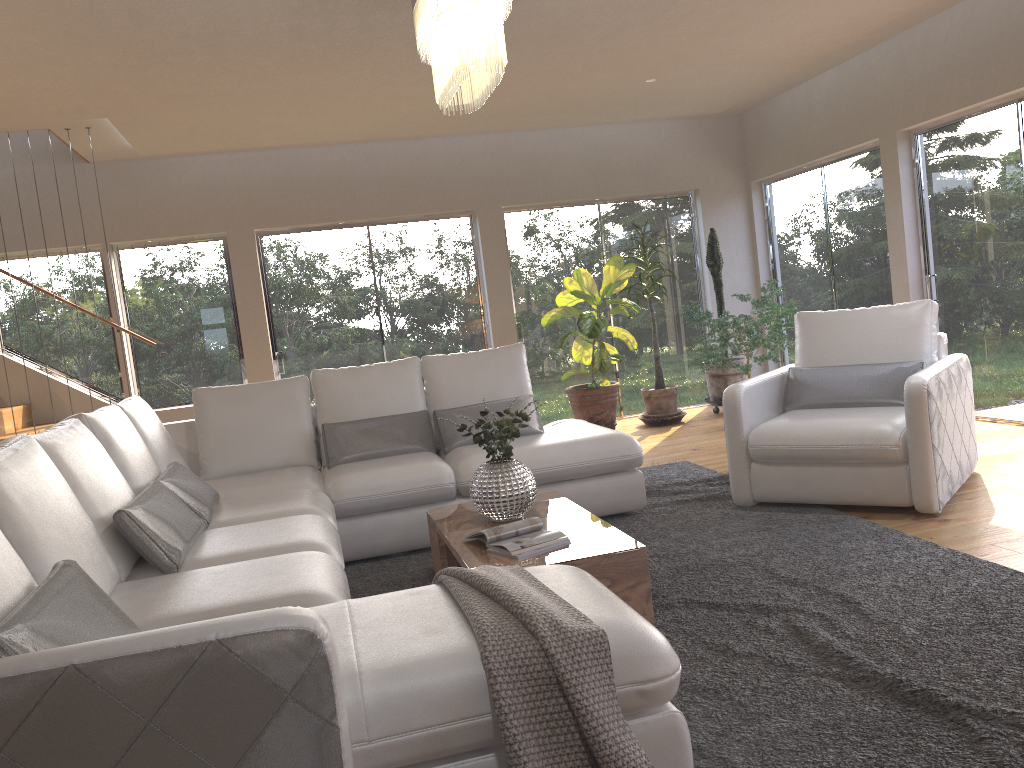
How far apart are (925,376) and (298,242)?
5.5 meters

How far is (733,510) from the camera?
4.5m

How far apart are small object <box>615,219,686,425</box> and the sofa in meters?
2.6 m

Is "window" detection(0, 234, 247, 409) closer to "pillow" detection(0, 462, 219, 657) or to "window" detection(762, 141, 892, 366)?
"pillow" detection(0, 462, 219, 657)

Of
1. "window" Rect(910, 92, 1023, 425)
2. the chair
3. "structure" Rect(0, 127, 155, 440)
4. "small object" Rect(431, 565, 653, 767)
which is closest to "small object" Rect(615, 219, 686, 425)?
"window" Rect(910, 92, 1023, 425)

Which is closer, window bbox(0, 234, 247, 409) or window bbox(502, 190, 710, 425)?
window bbox(0, 234, 247, 409)

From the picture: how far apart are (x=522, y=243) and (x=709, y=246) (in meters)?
1.73

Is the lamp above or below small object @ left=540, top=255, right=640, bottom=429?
above

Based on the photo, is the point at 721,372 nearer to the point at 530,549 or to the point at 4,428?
the point at 530,549

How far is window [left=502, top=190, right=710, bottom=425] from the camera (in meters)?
8.39
